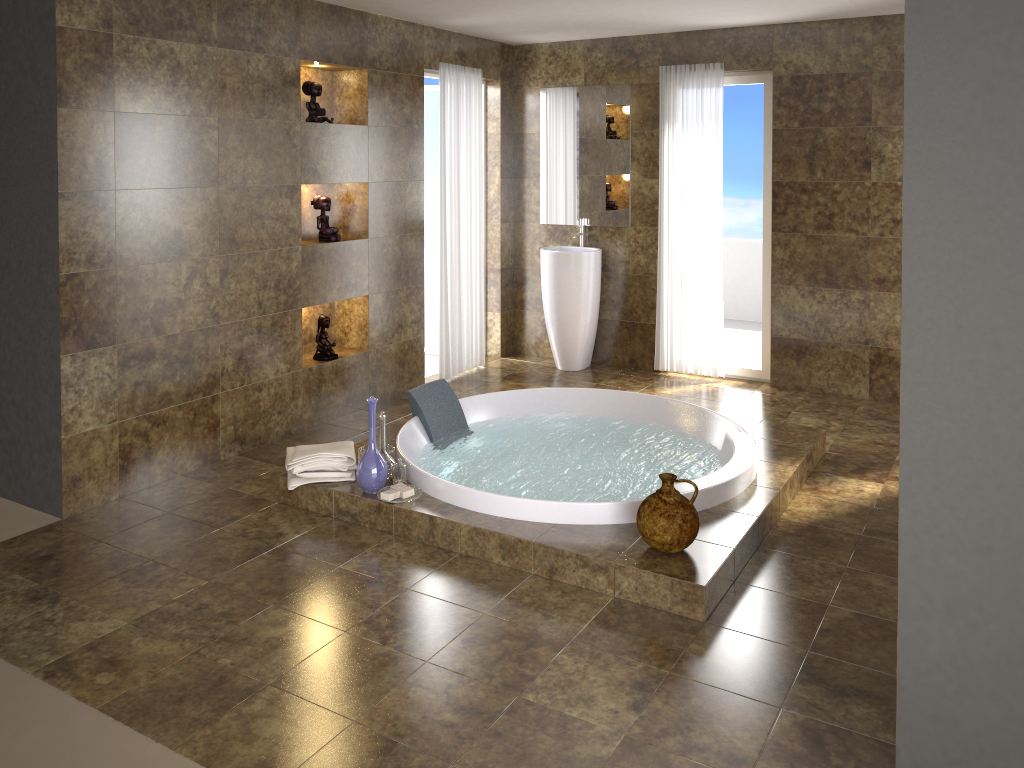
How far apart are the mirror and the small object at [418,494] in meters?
3.2

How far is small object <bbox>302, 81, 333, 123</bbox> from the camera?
4.9 meters

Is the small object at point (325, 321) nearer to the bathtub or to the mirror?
the bathtub

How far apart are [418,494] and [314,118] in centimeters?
235cm

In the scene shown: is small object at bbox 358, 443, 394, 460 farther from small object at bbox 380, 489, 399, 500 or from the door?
the door

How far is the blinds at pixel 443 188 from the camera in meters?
5.9 m

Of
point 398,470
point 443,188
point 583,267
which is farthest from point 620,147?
point 398,470

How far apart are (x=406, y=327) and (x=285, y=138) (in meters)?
1.59

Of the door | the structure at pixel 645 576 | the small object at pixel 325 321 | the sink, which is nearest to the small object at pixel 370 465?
the structure at pixel 645 576

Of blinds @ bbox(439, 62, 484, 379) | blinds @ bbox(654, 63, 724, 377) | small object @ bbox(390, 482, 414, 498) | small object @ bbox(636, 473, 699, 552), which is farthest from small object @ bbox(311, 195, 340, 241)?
small object @ bbox(636, 473, 699, 552)
